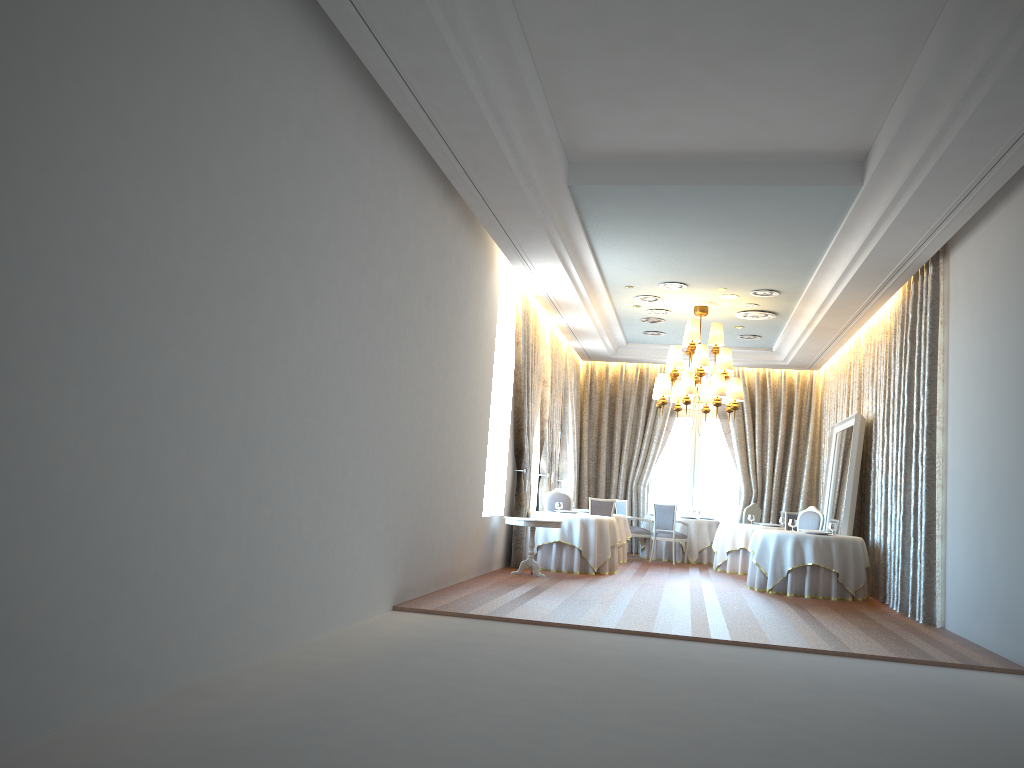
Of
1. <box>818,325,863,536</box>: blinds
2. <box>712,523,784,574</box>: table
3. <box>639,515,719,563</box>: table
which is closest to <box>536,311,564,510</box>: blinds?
<box>639,515,719,563</box>: table

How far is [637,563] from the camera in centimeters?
1584cm

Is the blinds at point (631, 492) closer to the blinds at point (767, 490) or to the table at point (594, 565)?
the blinds at point (767, 490)

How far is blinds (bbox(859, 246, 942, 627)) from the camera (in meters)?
9.95

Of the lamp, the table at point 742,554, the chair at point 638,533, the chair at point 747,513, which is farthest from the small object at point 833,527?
the chair at point 638,533

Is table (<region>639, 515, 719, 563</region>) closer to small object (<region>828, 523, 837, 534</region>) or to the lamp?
the lamp

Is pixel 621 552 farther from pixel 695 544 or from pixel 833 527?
pixel 833 527

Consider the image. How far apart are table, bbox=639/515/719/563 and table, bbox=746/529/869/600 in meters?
4.3 m

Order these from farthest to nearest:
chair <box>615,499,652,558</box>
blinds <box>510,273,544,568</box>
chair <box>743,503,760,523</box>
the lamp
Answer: chair <box>615,499,652,558</box> → chair <box>743,503,760,523</box> → the lamp → blinds <box>510,273,544,568</box>

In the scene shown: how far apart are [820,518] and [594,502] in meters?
3.6 m
